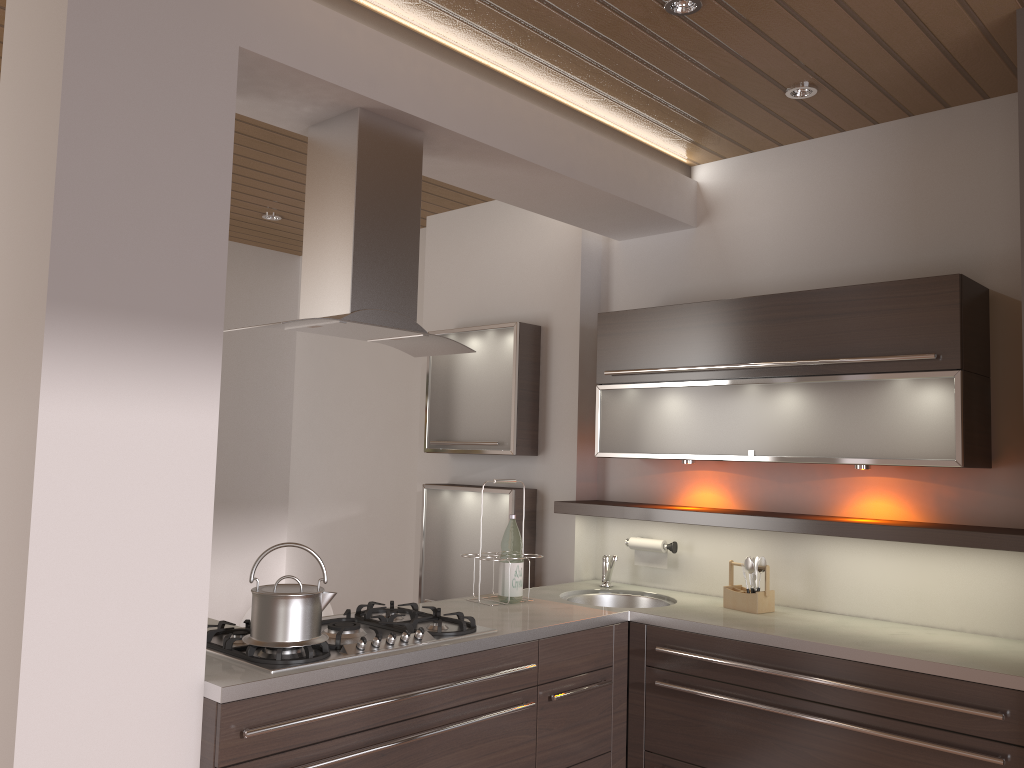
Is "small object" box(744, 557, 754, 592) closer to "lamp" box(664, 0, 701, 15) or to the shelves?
the shelves

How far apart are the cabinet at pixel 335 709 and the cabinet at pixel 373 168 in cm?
65

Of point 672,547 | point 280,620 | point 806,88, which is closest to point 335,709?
point 280,620

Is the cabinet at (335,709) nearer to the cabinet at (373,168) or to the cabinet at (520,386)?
the cabinet at (373,168)

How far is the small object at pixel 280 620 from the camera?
2.2m

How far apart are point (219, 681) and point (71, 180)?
1.2 meters

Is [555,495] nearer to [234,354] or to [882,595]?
[882,595]

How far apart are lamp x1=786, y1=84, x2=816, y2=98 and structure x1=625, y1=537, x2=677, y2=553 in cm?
177

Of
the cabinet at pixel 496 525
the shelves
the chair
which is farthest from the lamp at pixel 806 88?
the chair

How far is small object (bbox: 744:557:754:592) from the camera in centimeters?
320cm
